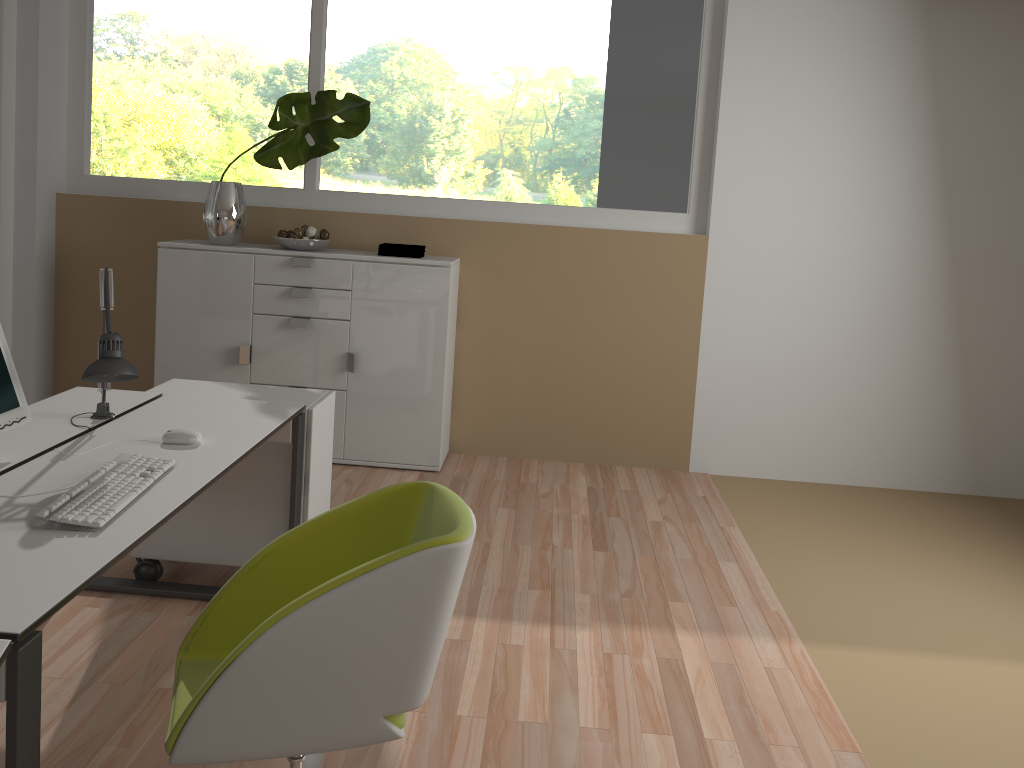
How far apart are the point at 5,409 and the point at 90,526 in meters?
0.6

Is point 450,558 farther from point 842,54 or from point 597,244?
point 842,54

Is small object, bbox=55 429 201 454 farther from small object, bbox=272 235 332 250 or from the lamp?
small object, bbox=272 235 332 250

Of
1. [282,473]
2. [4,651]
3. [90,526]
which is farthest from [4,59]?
[4,651]

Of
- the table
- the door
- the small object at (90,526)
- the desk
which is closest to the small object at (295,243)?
the door

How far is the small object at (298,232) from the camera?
4.5 meters

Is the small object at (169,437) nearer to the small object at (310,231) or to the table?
the table

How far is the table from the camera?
1.4 meters

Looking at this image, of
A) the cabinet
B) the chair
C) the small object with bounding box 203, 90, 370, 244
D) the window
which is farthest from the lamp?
the window

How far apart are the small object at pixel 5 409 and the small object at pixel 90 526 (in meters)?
0.30
